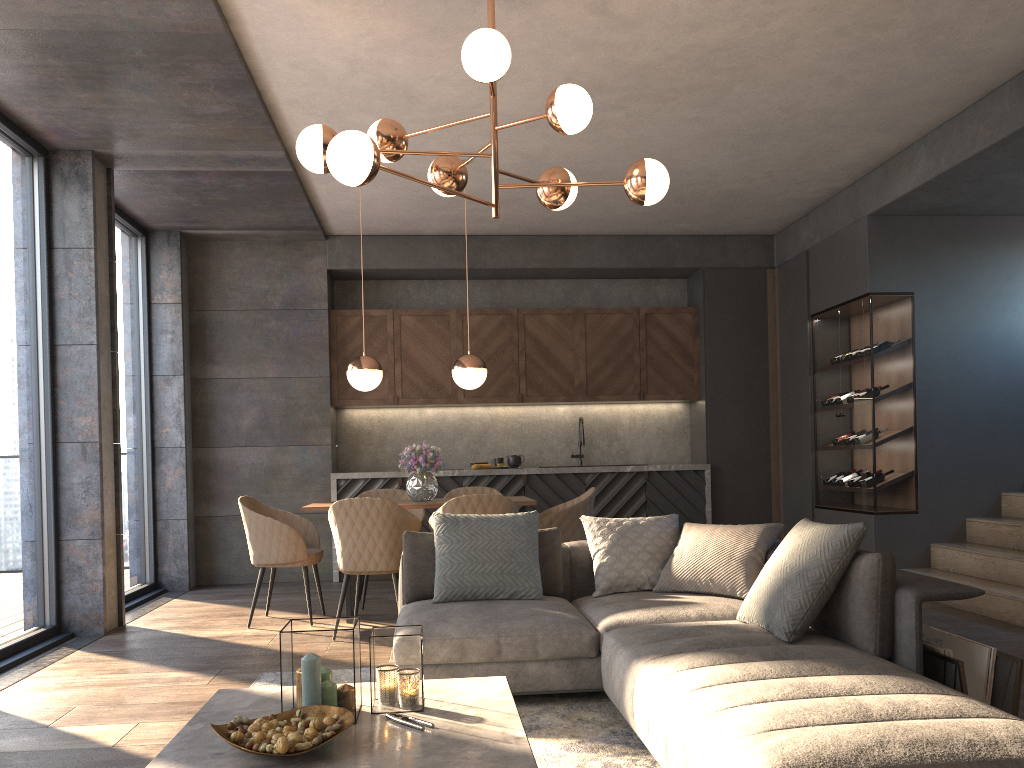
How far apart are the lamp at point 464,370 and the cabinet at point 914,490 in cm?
289

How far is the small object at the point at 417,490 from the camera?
5.8m

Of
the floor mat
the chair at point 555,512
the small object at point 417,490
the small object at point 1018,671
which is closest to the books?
the small object at point 1018,671

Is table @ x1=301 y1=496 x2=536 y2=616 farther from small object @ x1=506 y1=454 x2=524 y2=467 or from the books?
the books

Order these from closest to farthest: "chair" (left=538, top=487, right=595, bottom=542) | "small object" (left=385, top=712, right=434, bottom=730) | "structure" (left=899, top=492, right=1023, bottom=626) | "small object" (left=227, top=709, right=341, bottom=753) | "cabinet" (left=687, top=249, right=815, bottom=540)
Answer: "small object" (left=227, top=709, right=341, bottom=753) → "small object" (left=385, top=712, right=434, bottom=730) → "structure" (left=899, top=492, right=1023, bottom=626) → "chair" (left=538, top=487, right=595, bottom=542) → "cabinet" (left=687, top=249, right=815, bottom=540)

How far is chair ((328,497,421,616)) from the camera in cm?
503

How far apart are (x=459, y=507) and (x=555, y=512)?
0.8m

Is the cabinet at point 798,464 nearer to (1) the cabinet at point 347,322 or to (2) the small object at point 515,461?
(1) the cabinet at point 347,322

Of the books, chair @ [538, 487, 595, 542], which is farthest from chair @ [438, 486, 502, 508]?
the books

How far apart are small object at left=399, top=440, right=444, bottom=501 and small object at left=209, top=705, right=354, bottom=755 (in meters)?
3.44
